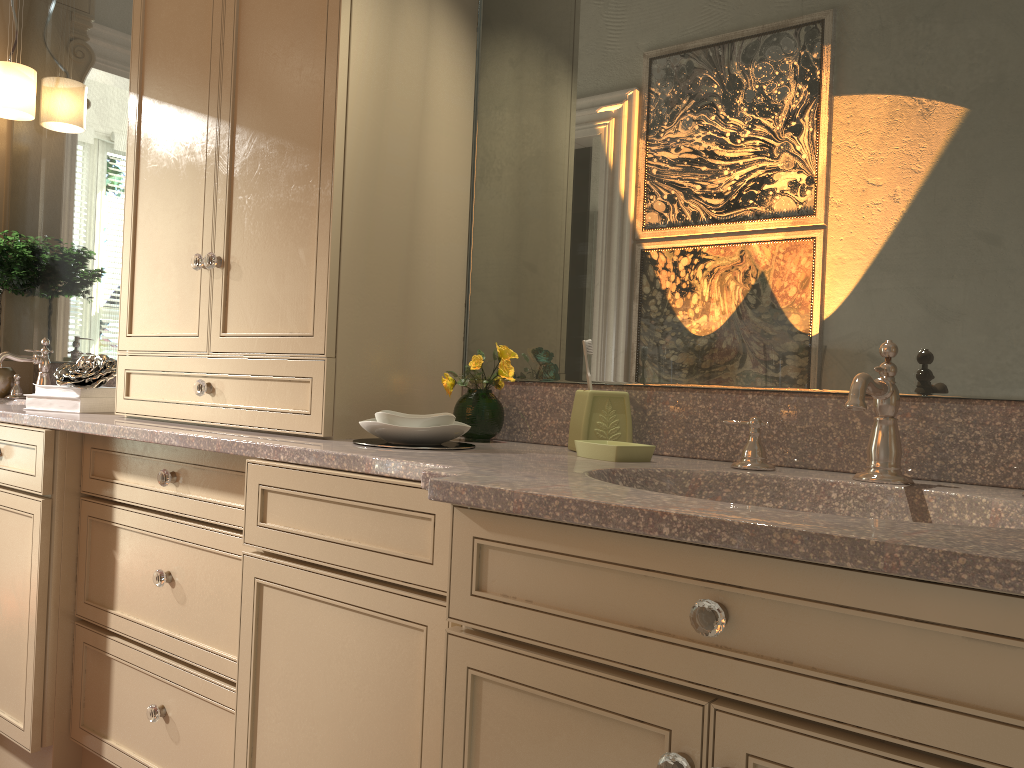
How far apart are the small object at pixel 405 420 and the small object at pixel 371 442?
0.04m

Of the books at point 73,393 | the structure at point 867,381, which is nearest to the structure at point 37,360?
the books at point 73,393

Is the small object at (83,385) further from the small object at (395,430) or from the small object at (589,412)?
the small object at (589,412)

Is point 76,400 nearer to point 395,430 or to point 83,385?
point 83,385

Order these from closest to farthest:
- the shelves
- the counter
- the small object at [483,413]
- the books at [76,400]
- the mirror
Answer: the counter
the mirror
the small object at [483,413]
the books at [76,400]
the shelves

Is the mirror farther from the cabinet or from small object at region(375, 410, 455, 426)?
small object at region(375, 410, 455, 426)

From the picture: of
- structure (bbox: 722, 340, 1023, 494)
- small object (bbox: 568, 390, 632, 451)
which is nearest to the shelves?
small object (bbox: 568, 390, 632, 451)

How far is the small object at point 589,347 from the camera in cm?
165

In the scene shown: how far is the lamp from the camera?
2.9m

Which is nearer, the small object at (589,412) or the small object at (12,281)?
the small object at (589,412)
